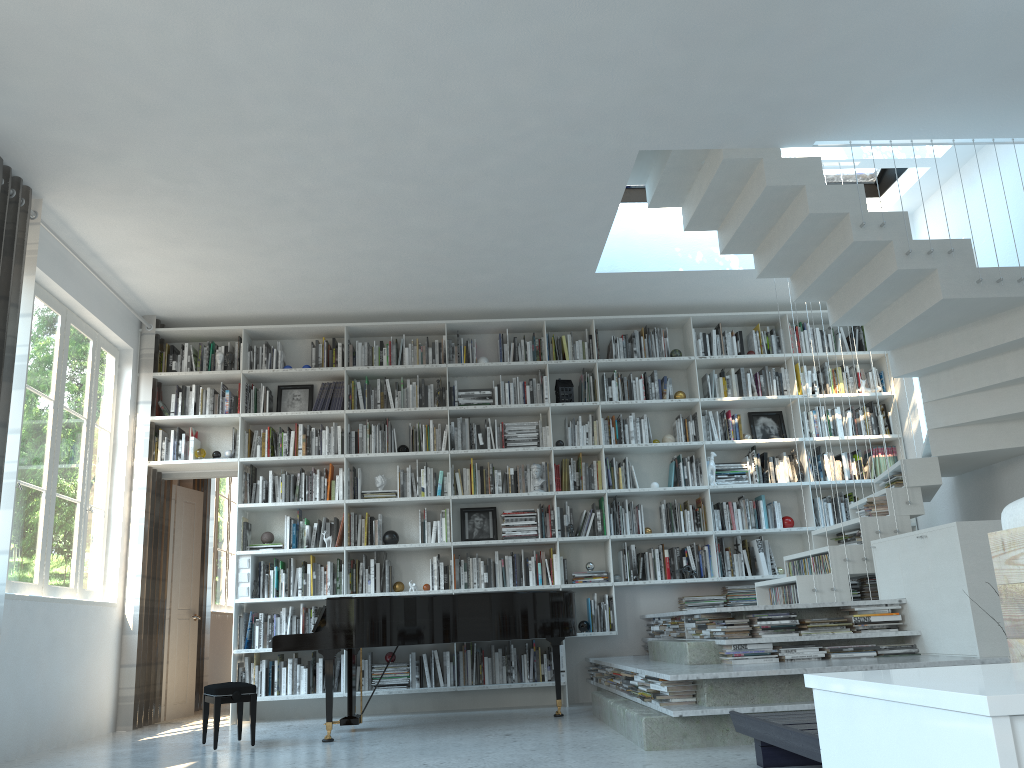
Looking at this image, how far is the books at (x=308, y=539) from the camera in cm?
702

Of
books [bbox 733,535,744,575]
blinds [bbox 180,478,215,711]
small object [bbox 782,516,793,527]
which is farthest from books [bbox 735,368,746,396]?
blinds [bbox 180,478,215,711]

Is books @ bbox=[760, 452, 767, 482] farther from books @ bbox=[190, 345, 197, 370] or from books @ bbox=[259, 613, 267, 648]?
books @ bbox=[190, 345, 197, 370]

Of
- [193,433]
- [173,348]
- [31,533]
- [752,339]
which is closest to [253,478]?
[193,433]

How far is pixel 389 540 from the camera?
7.09m

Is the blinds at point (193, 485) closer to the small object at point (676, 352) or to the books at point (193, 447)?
the books at point (193, 447)

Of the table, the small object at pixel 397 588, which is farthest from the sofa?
the small object at pixel 397 588

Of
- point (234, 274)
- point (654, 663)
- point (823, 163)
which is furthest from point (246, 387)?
point (823, 163)

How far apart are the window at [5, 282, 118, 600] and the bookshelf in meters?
0.3 m

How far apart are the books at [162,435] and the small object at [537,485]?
3.0 meters
